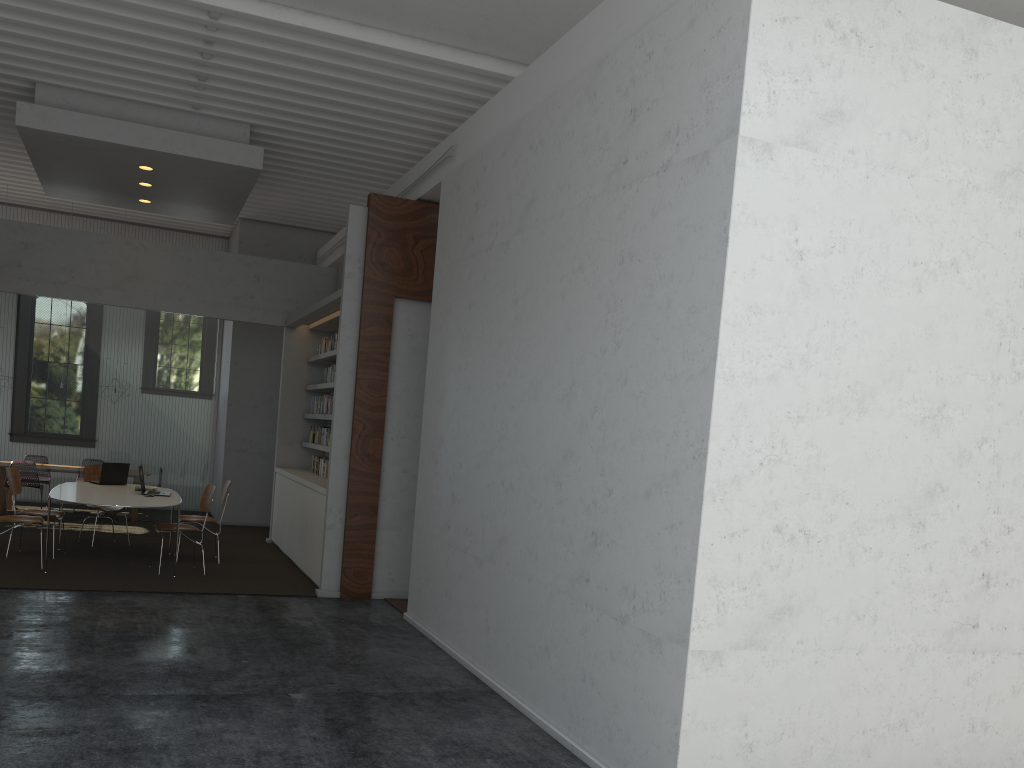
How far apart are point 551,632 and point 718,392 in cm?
192
